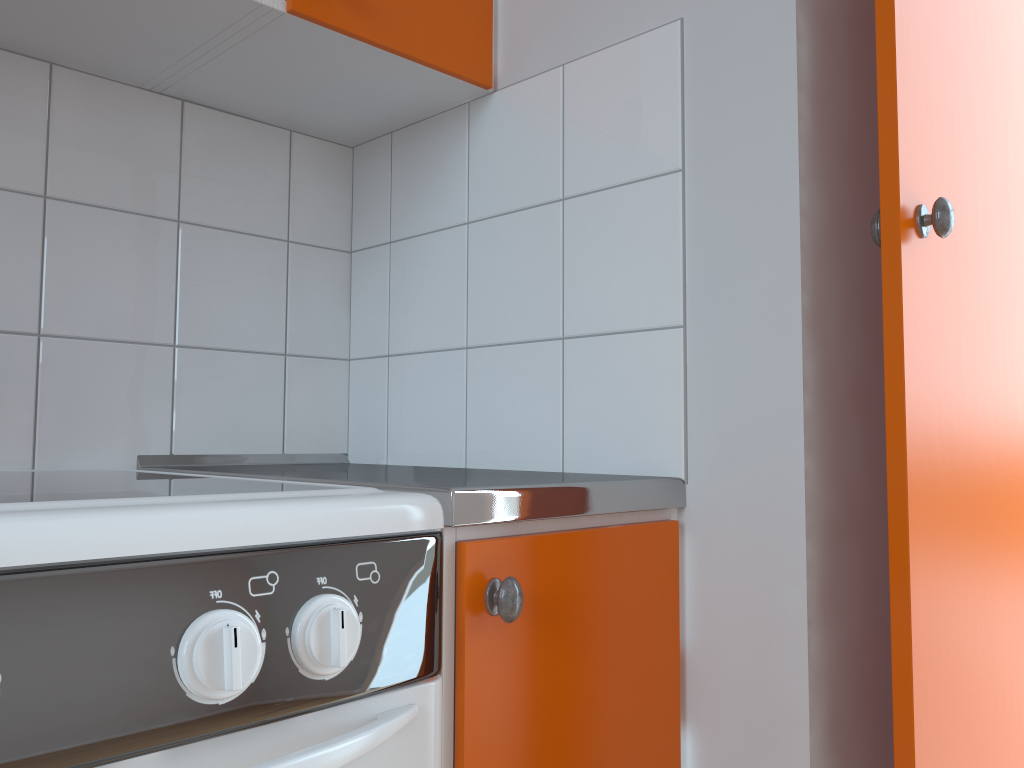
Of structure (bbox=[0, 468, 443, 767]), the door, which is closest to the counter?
structure (bbox=[0, 468, 443, 767])

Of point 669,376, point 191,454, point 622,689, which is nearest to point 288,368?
point 191,454

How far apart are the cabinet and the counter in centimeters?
1cm

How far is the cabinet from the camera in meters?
0.8 m

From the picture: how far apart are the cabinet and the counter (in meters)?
0.01

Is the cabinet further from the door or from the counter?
the door

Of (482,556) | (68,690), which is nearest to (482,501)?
(482,556)

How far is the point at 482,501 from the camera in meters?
0.8

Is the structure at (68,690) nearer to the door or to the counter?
the counter

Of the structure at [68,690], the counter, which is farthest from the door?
the structure at [68,690]
